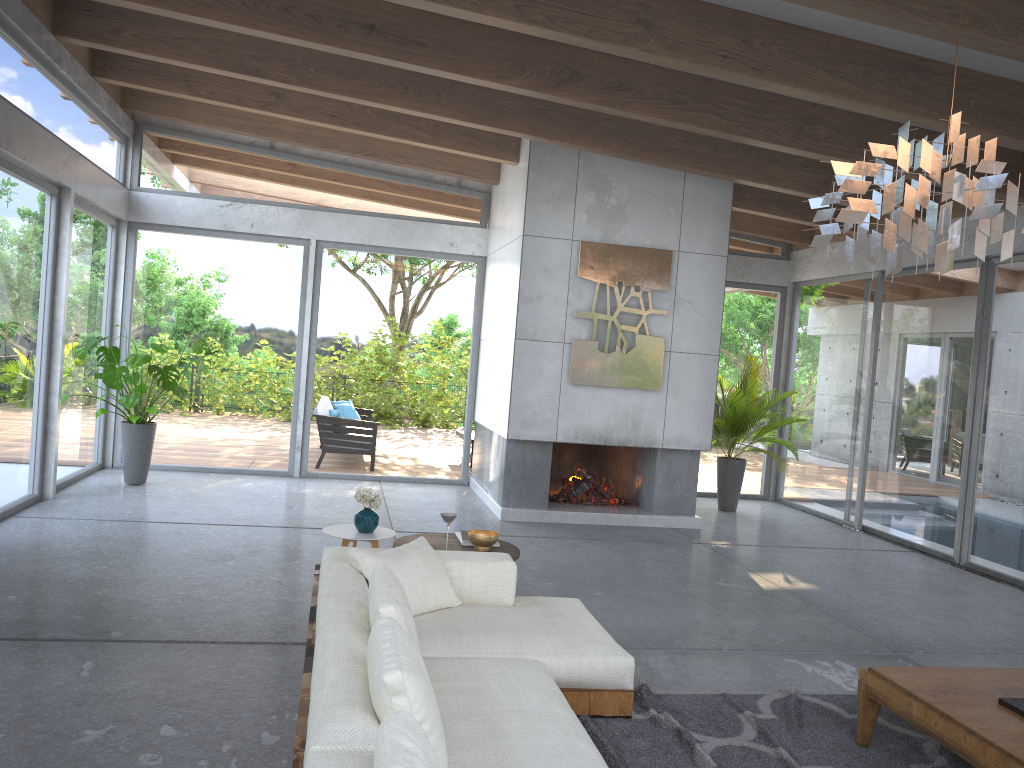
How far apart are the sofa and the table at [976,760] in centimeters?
97cm

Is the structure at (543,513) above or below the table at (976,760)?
below

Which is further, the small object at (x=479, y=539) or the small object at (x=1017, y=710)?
the small object at (x=479, y=539)

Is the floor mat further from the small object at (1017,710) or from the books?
the books

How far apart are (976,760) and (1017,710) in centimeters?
39cm

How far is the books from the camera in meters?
5.2 m

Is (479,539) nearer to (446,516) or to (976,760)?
(446,516)

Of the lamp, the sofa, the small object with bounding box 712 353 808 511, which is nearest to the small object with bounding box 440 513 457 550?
the sofa

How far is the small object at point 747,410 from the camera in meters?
9.7

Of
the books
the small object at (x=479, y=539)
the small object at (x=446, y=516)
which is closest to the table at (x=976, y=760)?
the small object at (x=479, y=539)
